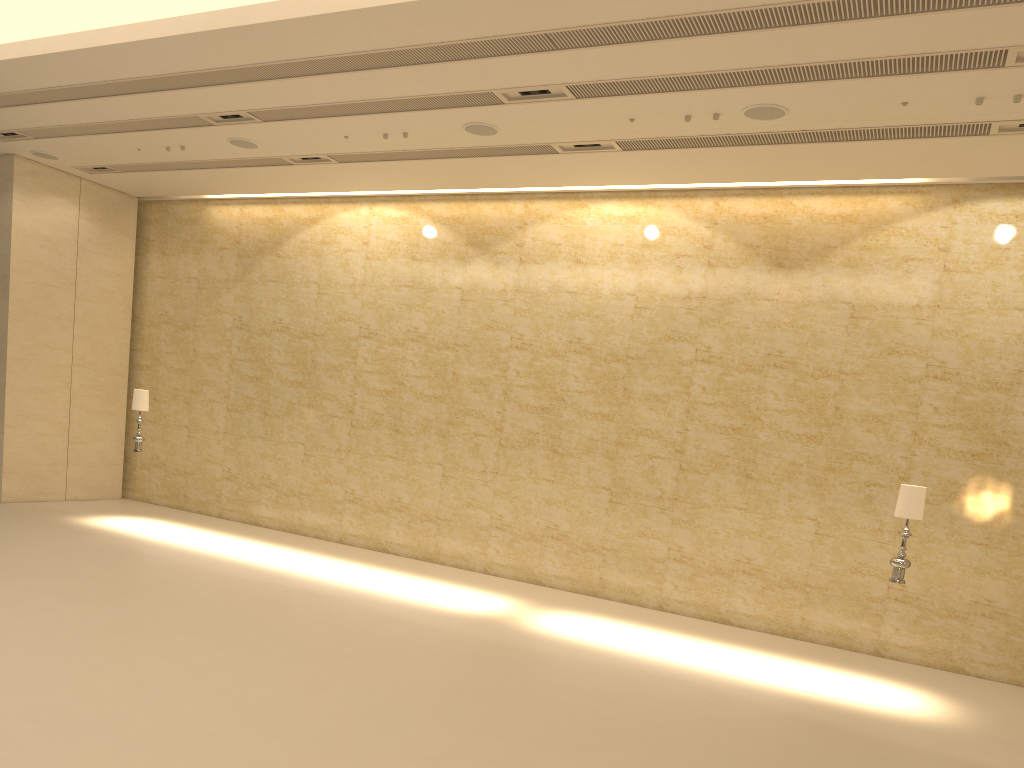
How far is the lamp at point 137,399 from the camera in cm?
1391

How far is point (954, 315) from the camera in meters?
11.4

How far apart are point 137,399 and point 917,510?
11.33m

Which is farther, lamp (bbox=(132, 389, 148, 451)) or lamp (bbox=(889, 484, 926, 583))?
lamp (bbox=(132, 389, 148, 451))

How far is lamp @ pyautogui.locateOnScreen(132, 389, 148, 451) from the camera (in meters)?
13.91

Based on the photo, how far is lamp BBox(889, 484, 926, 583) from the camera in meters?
9.2

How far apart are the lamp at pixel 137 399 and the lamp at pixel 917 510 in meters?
11.1 m

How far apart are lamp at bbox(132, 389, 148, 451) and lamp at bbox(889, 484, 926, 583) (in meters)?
11.05

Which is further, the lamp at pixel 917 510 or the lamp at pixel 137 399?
the lamp at pixel 137 399
